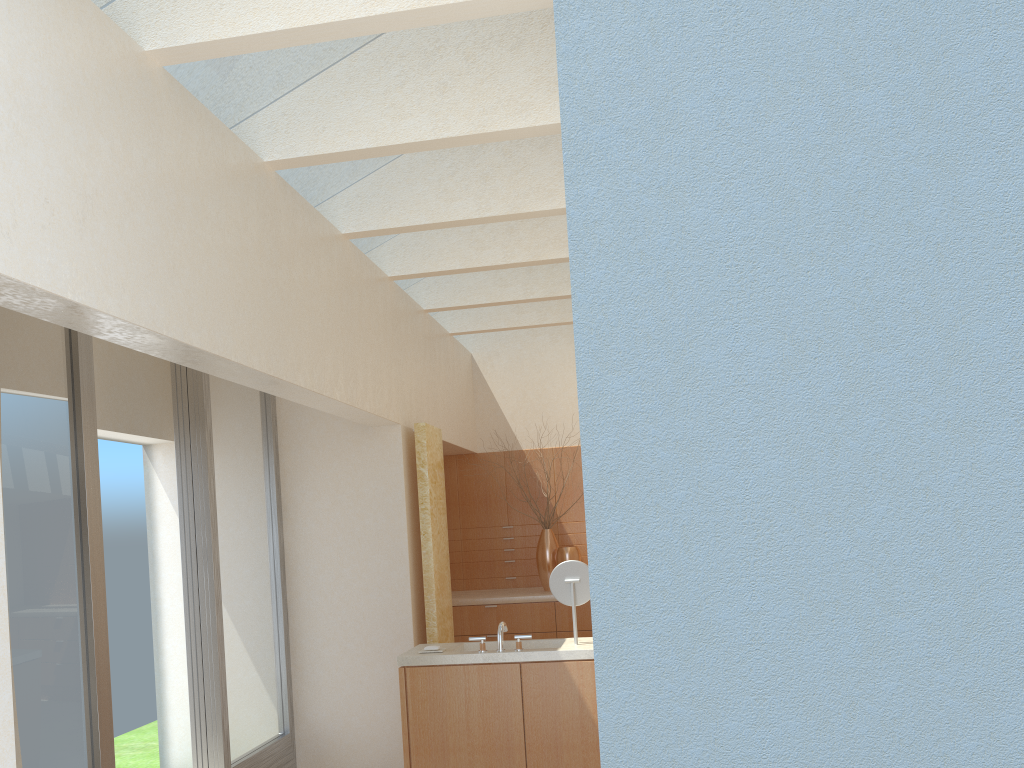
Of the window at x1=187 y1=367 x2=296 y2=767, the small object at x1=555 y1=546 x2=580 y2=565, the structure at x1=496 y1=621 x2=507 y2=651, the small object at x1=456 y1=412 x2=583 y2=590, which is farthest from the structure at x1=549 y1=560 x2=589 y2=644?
the small object at x1=456 y1=412 x2=583 y2=590

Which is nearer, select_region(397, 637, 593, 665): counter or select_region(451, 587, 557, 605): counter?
select_region(397, 637, 593, 665): counter

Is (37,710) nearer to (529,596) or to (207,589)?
(207,589)

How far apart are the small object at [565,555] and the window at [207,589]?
6.37m

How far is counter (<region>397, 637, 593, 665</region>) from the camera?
11.1m

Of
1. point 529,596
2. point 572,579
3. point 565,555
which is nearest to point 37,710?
point 572,579

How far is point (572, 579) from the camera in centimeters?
1170cm

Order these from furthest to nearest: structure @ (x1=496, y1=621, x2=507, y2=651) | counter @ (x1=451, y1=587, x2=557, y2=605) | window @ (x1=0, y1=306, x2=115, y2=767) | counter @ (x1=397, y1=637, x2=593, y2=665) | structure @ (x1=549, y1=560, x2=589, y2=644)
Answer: counter @ (x1=451, y1=587, x2=557, y2=605)
structure @ (x1=549, y1=560, x2=589, y2=644)
structure @ (x1=496, y1=621, x2=507, y2=651)
counter @ (x1=397, y1=637, x2=593, y2=665)
window @ (x1=0, y1=306, x2=115, y2=767)

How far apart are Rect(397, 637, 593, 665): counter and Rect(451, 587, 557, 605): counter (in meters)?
5.69

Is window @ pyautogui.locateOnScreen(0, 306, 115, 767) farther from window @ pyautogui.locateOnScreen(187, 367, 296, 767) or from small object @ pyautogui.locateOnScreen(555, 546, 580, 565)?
small object @ pyautogui.locateOnScreen(555, 546, 580, 565)
